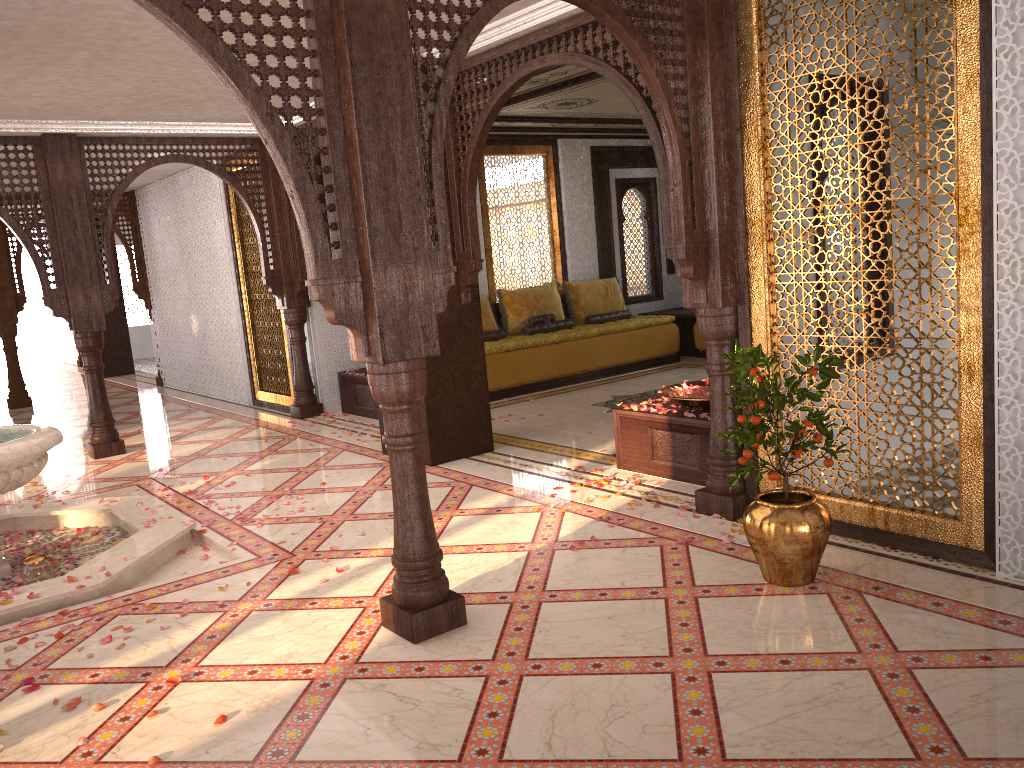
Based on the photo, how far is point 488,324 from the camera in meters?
9.8 m

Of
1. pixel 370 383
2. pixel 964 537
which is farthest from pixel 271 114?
pixel 964 537

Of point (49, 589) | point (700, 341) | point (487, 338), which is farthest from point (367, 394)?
point (49, 589)

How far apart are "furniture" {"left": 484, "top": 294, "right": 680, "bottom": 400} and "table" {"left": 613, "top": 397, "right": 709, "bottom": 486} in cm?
326

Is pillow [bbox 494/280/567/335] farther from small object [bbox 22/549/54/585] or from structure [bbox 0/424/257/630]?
small object [bbox 22/549/54/585]

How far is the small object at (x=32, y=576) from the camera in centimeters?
451cm

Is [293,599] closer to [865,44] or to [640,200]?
[865,44]

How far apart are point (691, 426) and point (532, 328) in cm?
479

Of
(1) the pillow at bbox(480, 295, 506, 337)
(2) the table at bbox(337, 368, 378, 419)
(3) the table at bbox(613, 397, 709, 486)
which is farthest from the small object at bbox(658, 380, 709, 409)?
(1) the pillow at bbox(480, 295, 506, 337)

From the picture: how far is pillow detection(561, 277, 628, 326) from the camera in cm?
1062
